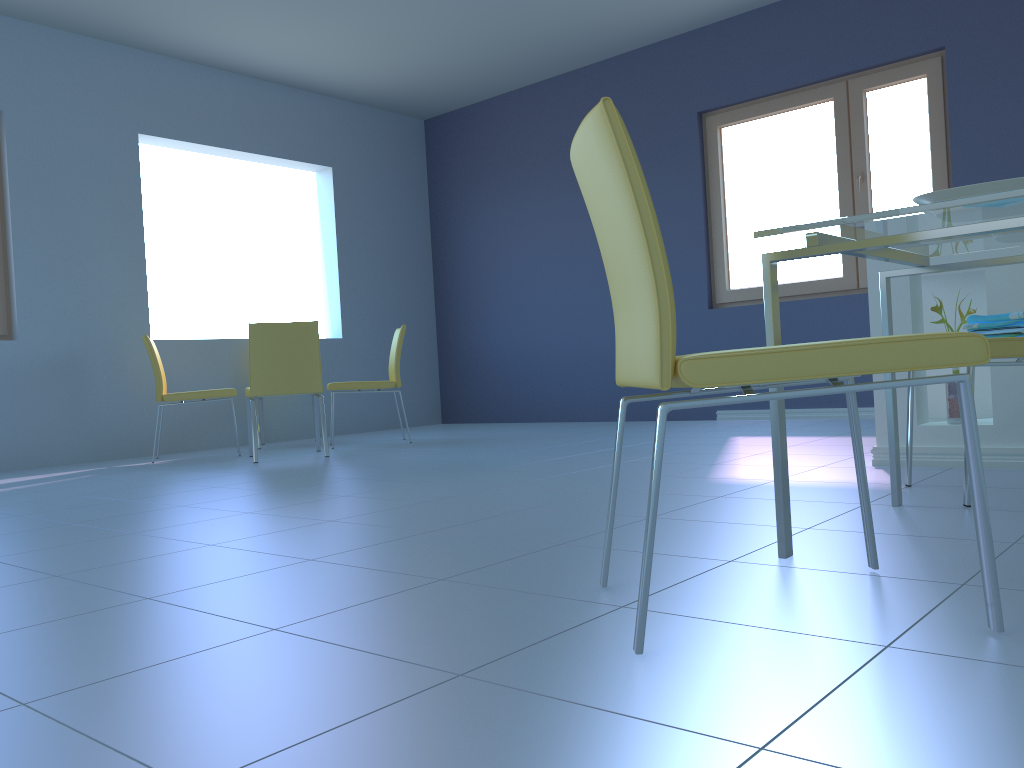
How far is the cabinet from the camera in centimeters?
262cm

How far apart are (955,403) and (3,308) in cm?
470

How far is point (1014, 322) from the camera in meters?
2.1 m

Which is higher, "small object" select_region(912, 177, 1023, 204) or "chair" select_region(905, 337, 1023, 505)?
"small object" select_region(912, 177, 1023, 204)

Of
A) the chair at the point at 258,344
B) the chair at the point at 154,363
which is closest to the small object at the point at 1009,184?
the chair at the point at 258,344

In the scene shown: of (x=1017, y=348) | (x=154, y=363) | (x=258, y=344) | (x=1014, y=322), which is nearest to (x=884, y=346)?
(x=1017, y=348)

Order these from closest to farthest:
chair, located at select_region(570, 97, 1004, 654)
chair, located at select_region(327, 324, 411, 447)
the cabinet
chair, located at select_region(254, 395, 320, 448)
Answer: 1. chair, located at select_region(570, 97, 1004, 654)
2. the cabinet
3. chair, located at select_region(327, 324, 411, 447)
4. chair, located at select_region(254, 395, 320, 448)

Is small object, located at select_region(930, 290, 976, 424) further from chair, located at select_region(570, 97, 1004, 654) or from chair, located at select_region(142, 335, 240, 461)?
chair, located at select_region(142, 335, 240, 461)

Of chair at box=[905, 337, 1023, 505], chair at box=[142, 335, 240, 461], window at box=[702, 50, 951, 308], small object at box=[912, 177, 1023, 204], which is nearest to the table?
small object at box=[912, 177, 1023, 204]

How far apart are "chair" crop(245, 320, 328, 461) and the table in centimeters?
307cm
